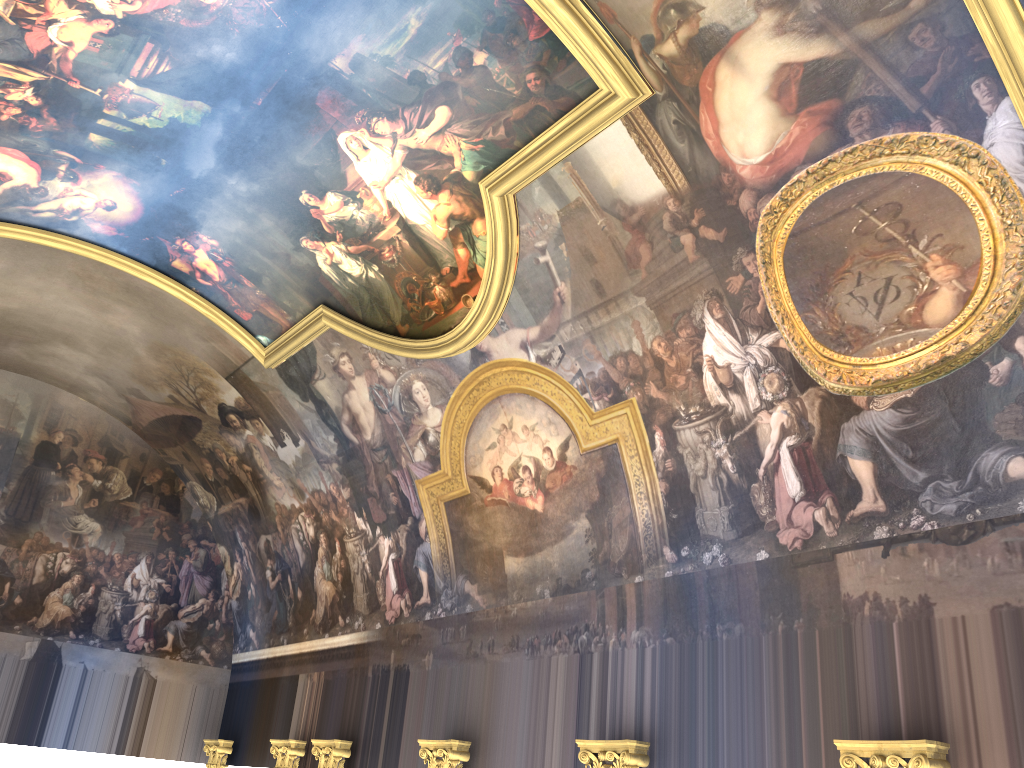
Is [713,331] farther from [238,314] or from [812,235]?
[238,314]
